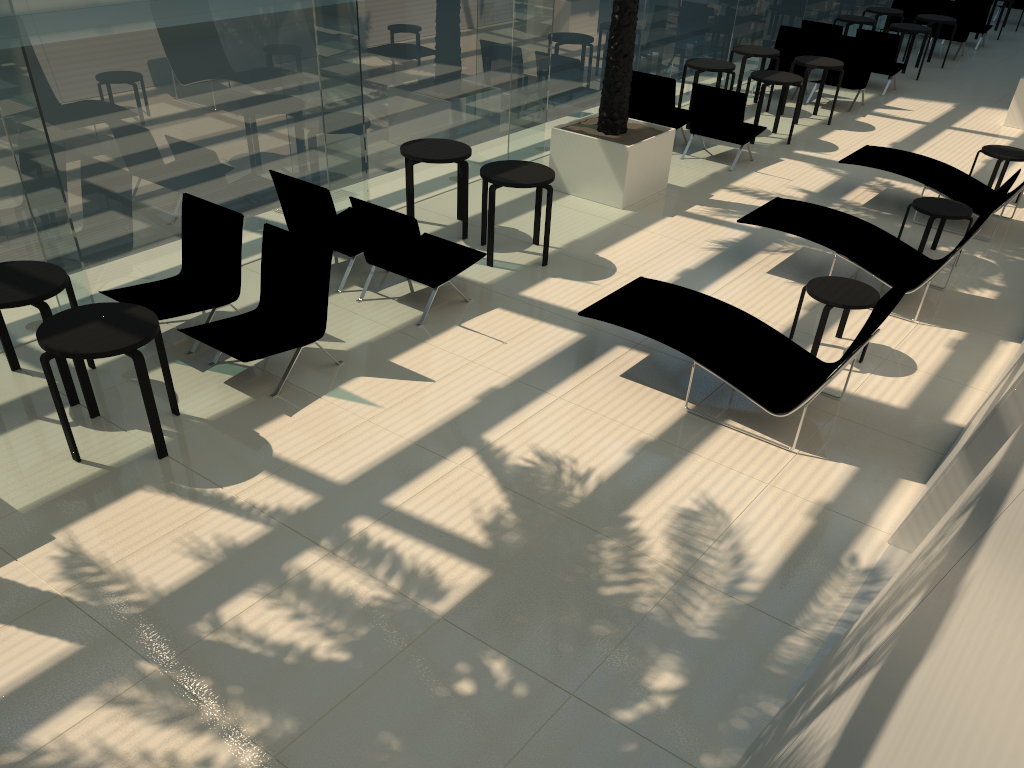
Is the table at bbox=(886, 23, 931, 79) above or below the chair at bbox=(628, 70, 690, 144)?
above

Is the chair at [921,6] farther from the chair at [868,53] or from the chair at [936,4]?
the chair at [868,53]

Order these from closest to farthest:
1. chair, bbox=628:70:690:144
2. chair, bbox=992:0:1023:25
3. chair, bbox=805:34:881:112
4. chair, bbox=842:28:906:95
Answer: chair, bbox=628:70:690:144 < chair, bbox=805:34:881:112 < chair, bbox=842:28:906:95 < chair, bbox=992:0:1023:25

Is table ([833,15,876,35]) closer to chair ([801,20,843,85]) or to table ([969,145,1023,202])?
chair ([801,20,843,85])

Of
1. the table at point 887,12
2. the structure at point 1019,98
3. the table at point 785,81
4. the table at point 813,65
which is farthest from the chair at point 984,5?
the table at point 785,81

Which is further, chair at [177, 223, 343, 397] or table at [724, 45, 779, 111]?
table at [724, 45, 779, 111]

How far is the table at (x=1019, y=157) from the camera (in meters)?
10.40

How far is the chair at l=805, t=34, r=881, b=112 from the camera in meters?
14.2 m

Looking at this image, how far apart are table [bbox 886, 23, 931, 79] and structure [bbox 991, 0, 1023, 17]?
9.6m

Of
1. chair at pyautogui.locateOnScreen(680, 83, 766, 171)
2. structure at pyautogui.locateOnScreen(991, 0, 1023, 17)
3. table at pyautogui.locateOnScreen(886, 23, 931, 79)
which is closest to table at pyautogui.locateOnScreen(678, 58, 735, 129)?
chair at pyautogui.locateOnScreen(680, 83, 766, 171)
